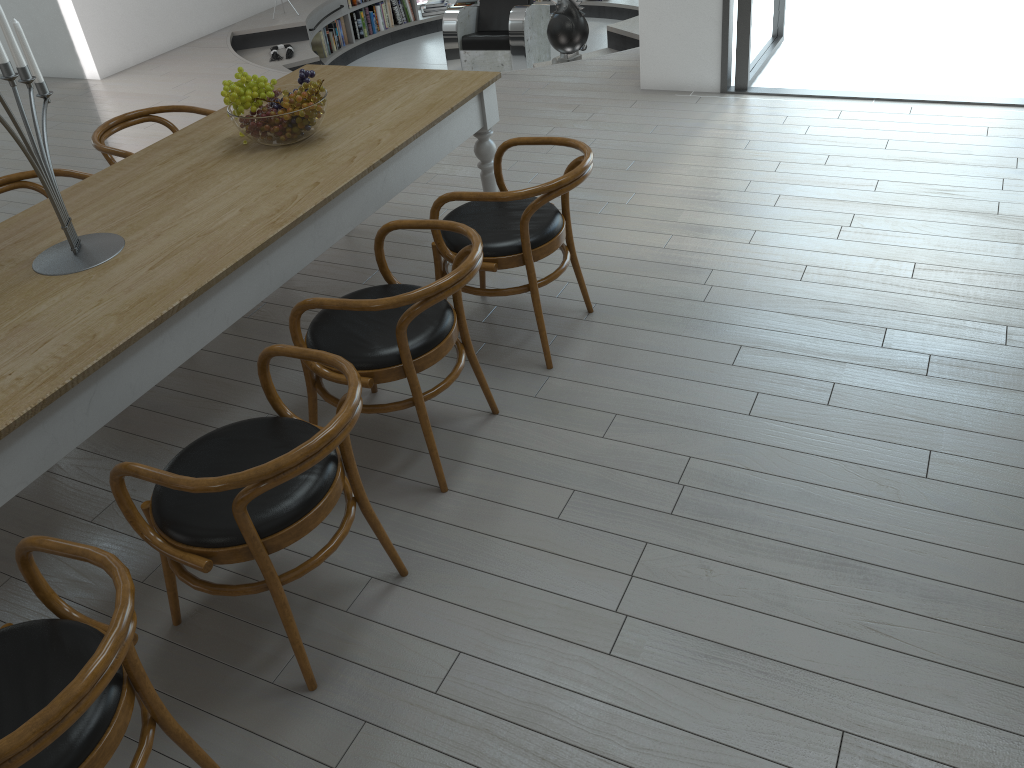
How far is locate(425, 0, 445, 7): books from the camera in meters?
10.1 m

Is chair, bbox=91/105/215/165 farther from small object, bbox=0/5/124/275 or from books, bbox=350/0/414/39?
books, bbox=350/0/414/39

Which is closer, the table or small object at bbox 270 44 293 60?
the table

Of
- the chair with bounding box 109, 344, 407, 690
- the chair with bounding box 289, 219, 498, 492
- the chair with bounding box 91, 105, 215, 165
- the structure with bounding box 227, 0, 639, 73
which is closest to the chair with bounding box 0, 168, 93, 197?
the chair with bounding box 91, 105, 215, 165

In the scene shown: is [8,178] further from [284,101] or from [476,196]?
[476,196]

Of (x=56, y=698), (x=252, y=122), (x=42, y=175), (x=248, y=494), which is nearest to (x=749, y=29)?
(x=252, y=122)

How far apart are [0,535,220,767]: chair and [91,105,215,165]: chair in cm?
227

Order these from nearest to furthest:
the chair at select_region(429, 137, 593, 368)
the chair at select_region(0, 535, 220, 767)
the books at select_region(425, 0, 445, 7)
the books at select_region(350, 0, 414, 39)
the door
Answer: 1. the chair at select_region(0, 535, 220, 767)
2. the chair at select_region(429, 137, 593, 368)
3. the door
4. the books at select_region(350, 0, 414, 39)
5. the books at select_region(425, 0, 445, 7)

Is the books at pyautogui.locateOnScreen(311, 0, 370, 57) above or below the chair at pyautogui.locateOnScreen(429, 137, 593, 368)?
below

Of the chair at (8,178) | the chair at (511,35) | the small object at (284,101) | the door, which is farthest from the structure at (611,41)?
the chair at (8,178)
